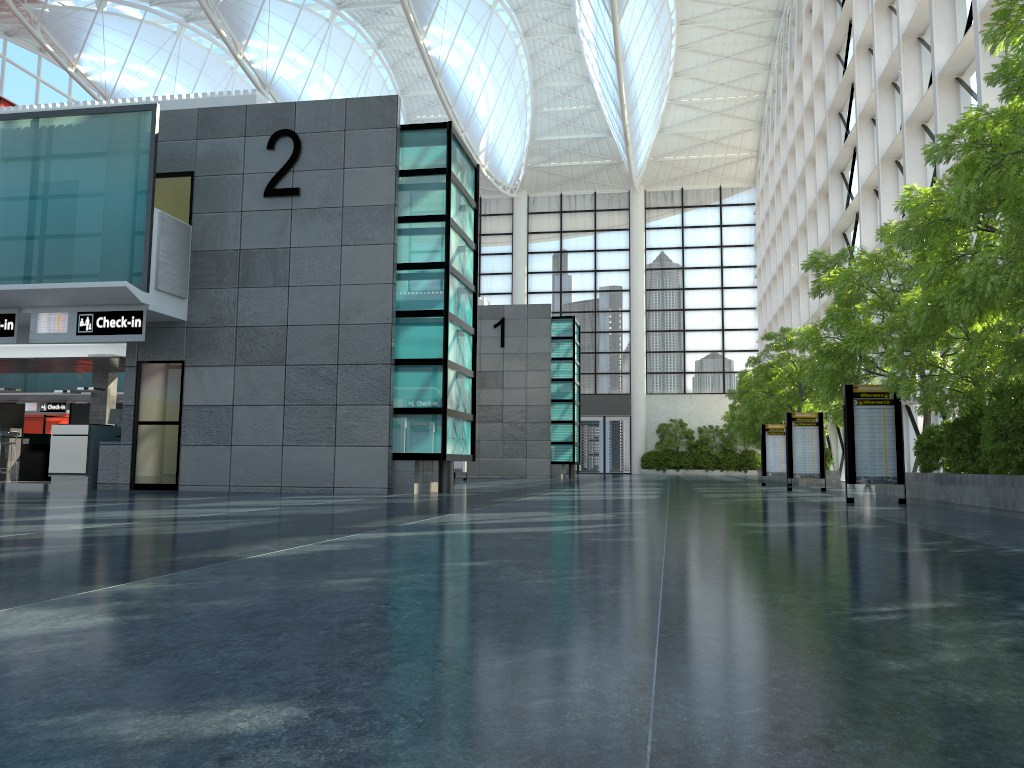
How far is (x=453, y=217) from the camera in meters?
24.2
